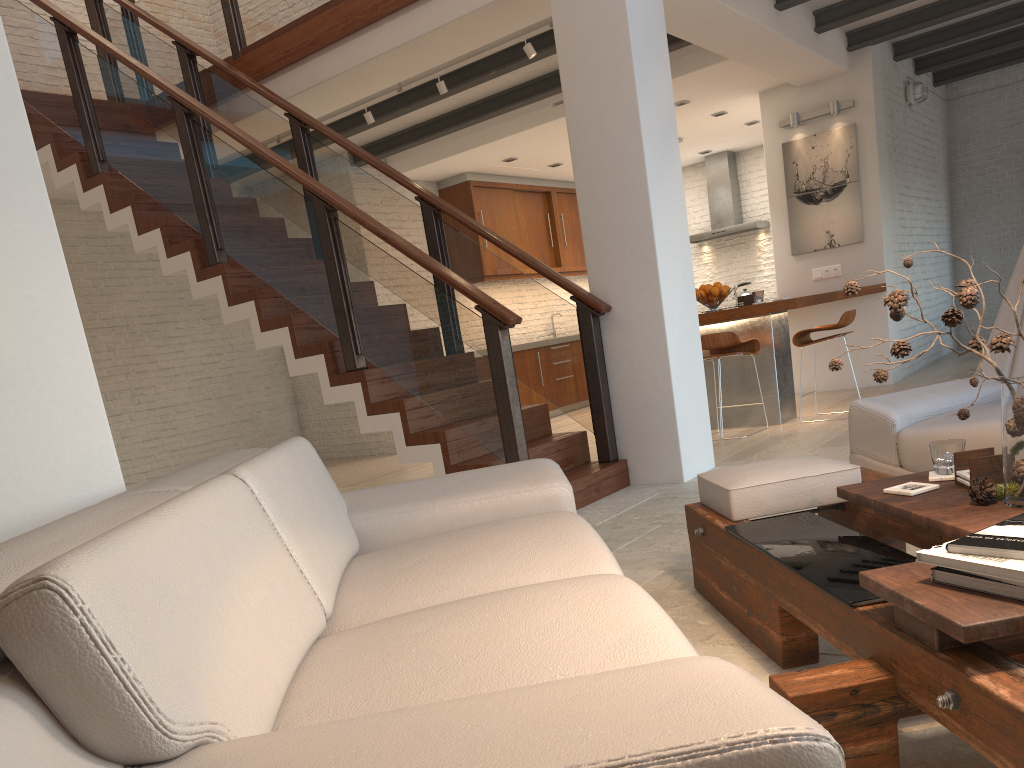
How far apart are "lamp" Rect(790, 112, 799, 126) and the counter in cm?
179

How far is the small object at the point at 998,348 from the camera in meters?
1.9 m

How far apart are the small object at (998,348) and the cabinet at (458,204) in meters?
8.2

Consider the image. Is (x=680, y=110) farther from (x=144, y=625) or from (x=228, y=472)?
(x=144, y=625)

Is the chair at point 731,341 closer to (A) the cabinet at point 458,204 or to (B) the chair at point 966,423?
(B) the chair at point 966,423

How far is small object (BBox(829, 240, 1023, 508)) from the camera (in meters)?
1.86

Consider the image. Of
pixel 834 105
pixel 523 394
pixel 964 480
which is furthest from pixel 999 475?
pixel 523 394

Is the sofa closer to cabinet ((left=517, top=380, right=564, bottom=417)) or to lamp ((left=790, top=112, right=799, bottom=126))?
lamp ((left=790, top=112, right=799, bottom=126))

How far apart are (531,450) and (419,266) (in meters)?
1.67

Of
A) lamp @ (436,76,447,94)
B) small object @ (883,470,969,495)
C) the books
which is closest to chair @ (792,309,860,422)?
lamp @ (436,76,447,94)
